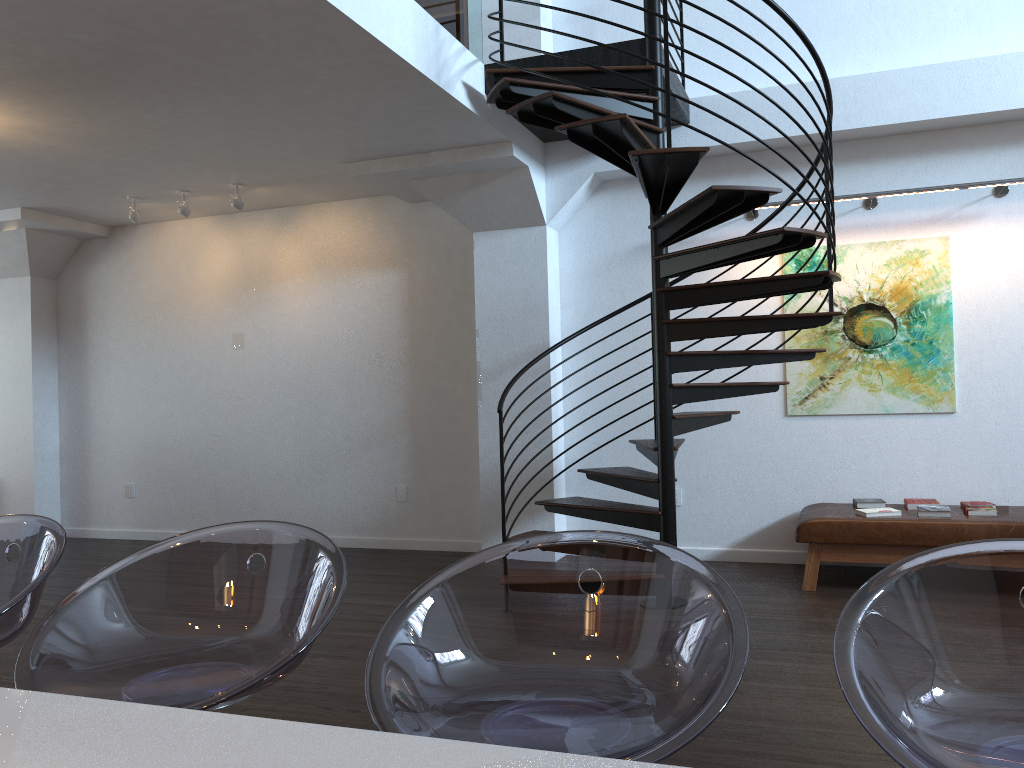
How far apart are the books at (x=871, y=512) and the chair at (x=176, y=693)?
4.6 meters

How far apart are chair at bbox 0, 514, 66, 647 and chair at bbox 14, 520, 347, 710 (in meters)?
0.11

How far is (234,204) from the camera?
6.98m

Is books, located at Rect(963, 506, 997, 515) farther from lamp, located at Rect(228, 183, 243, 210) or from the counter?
lamp, located at Rect(228, 183, 243, 210)

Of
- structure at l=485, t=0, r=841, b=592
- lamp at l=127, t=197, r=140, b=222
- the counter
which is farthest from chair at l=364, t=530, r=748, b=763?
lamp at l=127, t=197, r=140, b=222

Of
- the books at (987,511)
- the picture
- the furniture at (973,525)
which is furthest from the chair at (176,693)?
the picture

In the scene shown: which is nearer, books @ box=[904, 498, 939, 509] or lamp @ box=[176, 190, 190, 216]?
books @ box=[904, 498, 939, 509]

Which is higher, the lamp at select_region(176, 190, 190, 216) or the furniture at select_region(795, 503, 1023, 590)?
the lamp at select_region(176, 190, 190, 216)

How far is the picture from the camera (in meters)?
6.04

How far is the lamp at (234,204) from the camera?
6.98m
